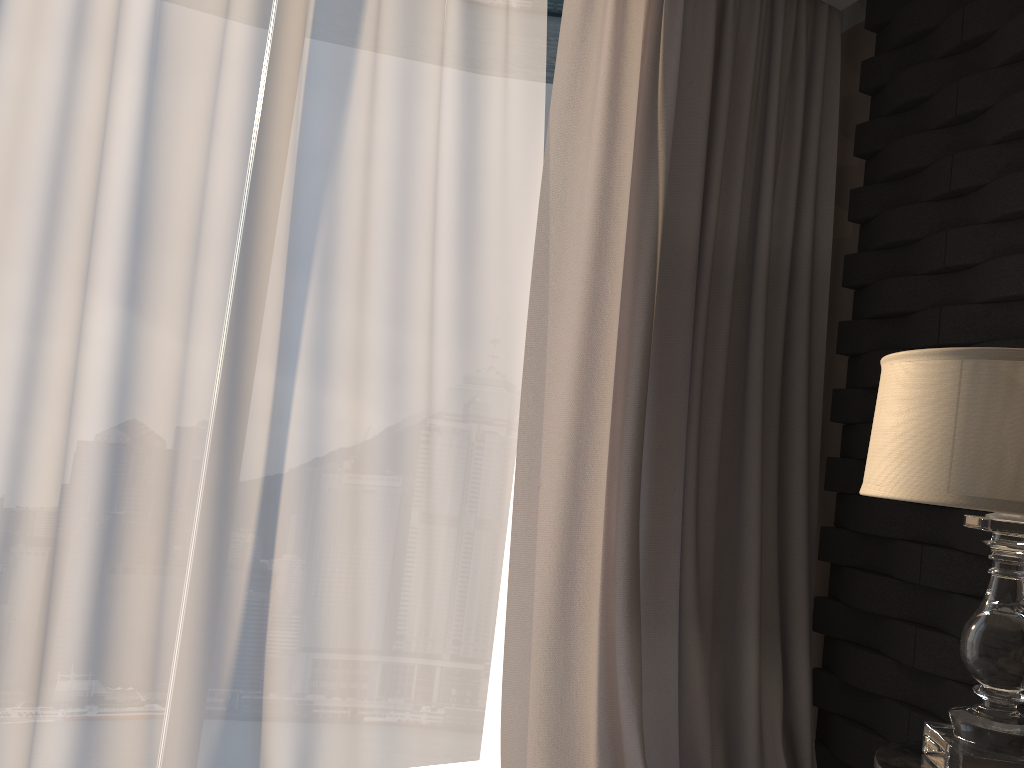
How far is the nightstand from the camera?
1.33m

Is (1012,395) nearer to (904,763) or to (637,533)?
(904,763)

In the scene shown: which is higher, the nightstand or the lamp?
the lamp

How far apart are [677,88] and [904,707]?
1.7m

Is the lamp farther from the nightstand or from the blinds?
the blinds

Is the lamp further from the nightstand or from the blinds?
the blinds

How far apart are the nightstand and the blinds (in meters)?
0.76

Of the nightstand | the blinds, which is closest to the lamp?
the nightstand

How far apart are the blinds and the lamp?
0.8m

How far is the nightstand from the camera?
1.33m
